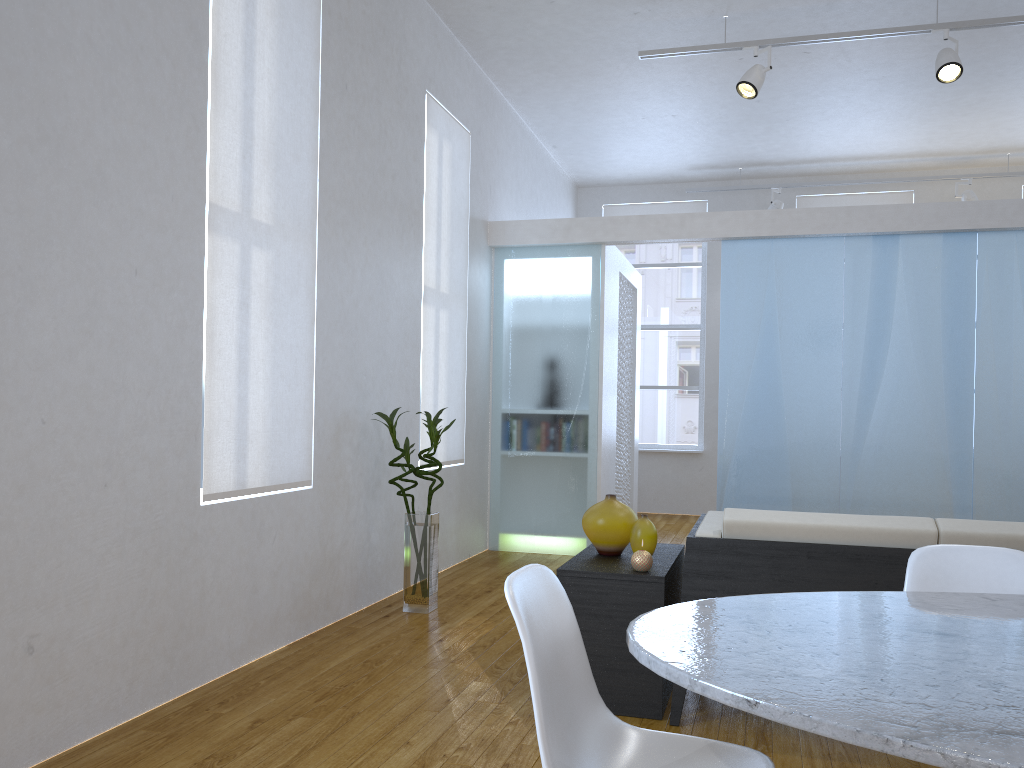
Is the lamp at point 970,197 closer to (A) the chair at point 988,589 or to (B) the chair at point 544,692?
(A) the chair at point 988,589

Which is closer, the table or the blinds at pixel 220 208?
the table

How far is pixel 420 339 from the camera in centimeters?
493cm

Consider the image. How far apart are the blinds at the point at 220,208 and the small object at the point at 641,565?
1.45m

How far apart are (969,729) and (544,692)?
0.6 meters

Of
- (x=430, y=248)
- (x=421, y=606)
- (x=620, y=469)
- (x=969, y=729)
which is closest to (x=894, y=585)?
(x=969, y=729)

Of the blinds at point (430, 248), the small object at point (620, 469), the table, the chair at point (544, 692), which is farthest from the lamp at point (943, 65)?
the chair at point (544, 692)

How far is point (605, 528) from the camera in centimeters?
310cm

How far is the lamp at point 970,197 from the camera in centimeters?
758cm

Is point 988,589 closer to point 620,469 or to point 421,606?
point 421,606
